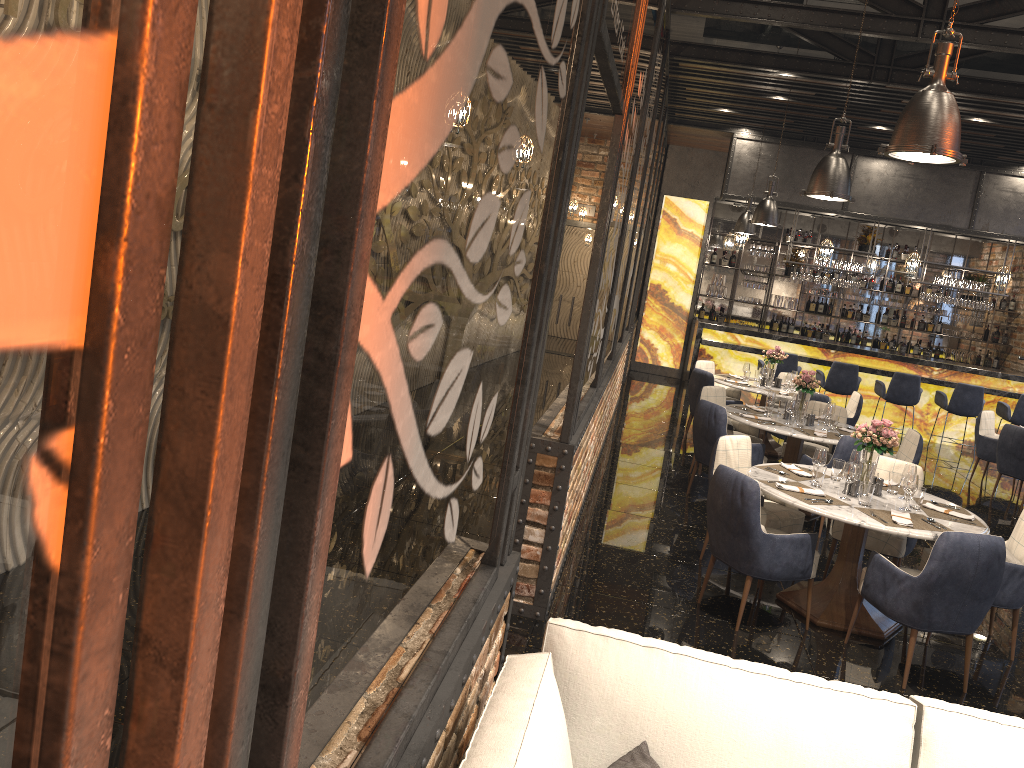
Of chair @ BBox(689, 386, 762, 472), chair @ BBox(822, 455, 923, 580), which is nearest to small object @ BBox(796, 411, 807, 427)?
chair @ BBox(689, 386, 762, 472)

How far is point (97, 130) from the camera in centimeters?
51cm

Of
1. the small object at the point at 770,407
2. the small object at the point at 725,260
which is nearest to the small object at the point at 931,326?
the small object at the point at 725,260

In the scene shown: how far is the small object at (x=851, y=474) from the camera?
5.1 meters

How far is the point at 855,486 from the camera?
5.3m

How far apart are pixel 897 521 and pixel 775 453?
5.4 meters

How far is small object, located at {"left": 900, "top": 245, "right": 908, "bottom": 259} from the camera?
15.14m

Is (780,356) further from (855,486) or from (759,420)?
(855,486)

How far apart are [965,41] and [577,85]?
6.1 meters

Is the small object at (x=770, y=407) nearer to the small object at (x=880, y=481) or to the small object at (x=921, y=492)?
the small object at (x=880, y=481)
